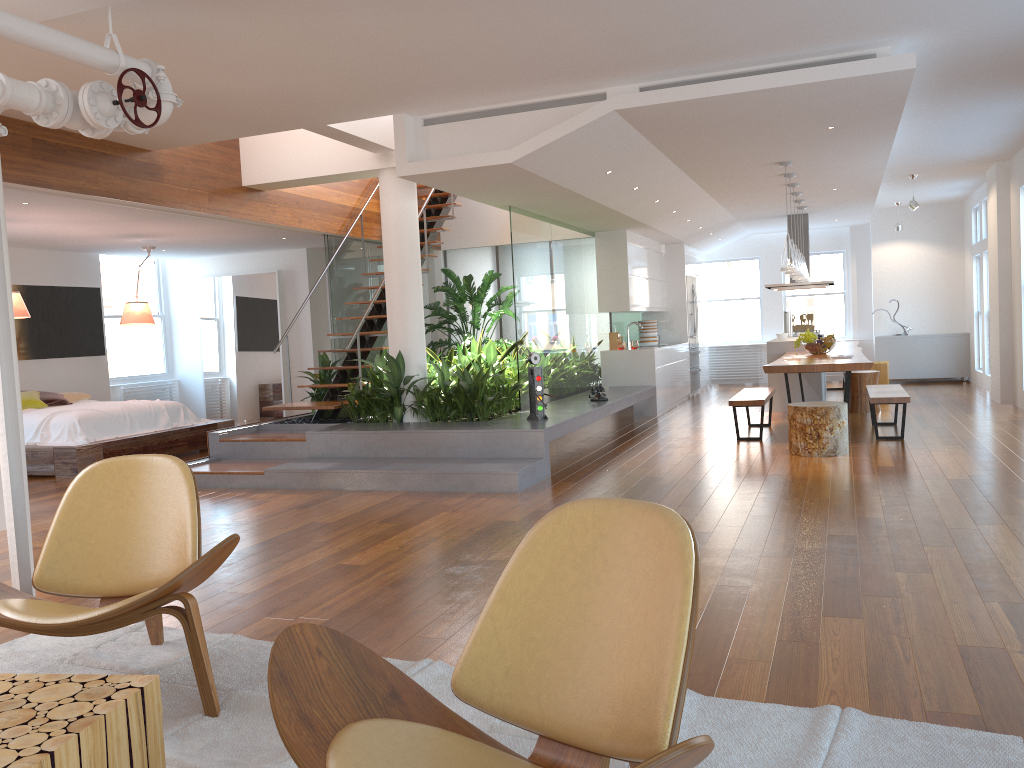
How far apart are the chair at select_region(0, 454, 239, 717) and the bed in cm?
522

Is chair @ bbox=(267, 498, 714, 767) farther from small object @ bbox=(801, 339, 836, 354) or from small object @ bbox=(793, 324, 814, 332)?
small object @ bbox=(793, 324, 814, 332)

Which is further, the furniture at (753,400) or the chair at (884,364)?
the chair at (884,364)

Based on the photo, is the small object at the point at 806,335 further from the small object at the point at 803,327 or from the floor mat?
the floor mat

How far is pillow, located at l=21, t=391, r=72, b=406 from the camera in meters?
9.3

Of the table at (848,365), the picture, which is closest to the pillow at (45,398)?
the picture

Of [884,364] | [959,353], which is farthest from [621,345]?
[959,353]

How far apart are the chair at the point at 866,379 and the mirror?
7.20m

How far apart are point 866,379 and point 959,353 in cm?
439

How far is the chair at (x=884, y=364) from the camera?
11.7 meters
